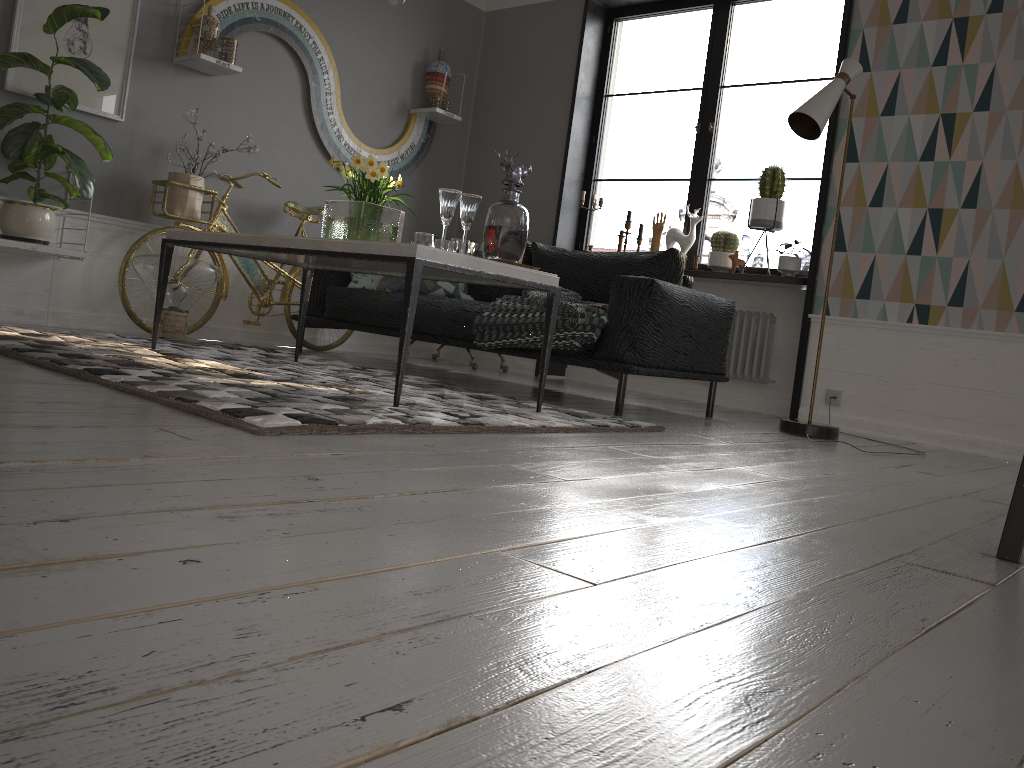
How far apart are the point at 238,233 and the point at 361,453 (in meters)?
1.66

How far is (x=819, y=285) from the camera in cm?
481

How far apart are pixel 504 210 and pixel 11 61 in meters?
2.5

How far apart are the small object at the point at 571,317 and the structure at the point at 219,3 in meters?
2.0 m

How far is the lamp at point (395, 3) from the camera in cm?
331

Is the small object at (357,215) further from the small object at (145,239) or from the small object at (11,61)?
the small object at (145,239)

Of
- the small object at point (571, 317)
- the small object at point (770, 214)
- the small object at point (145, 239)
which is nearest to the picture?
the small object at point (145, 239)

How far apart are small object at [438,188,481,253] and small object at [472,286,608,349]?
0.8m

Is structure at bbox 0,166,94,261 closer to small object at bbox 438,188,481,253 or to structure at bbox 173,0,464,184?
structure at bbox 173,0,464,184

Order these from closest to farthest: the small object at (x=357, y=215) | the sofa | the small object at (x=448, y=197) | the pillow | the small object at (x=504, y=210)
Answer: the small object at (x=448, y=197) → the small object at (x=504, y=210) → the small object at (x=357, y=215) → the sofa → the pillow
